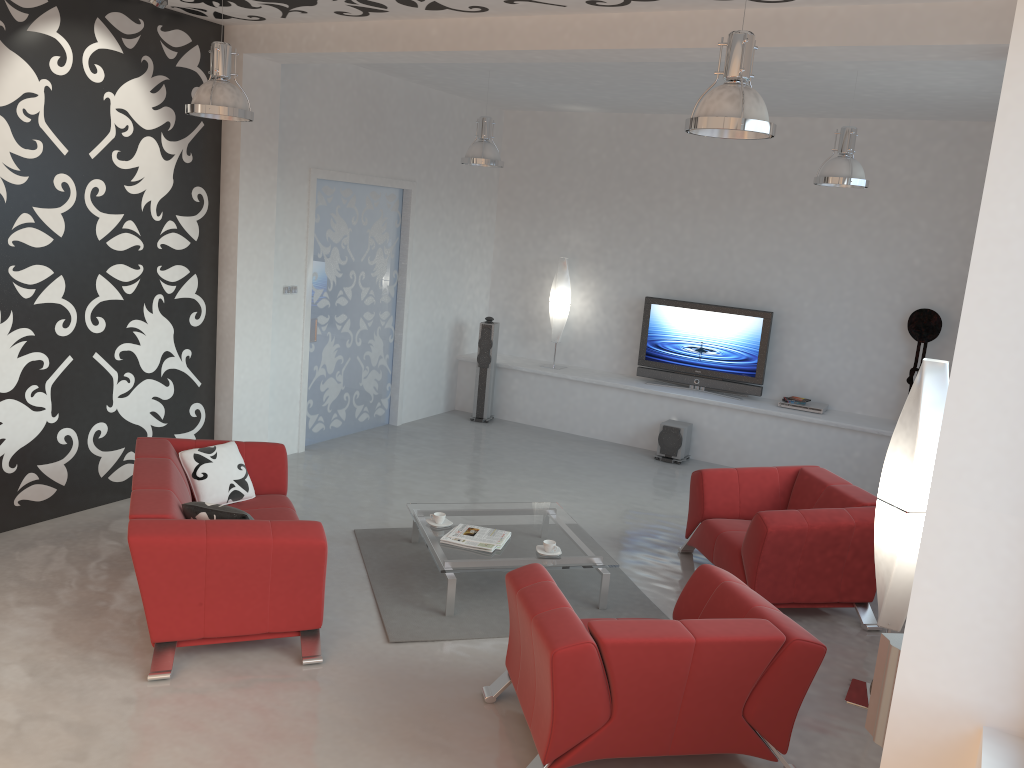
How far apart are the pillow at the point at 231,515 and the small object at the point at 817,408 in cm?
600

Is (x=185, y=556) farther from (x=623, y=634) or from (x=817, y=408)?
(x=817, y=408)

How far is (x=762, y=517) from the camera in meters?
5.3

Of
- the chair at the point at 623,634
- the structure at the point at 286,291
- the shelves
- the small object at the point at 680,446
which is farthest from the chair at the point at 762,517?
the structure at the point at 286,291

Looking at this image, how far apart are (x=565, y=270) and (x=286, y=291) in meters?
3.4 m

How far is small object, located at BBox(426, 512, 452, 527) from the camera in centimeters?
570cm

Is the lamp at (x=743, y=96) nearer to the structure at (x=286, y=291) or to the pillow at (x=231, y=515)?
the pillow at (x=231, y=515)

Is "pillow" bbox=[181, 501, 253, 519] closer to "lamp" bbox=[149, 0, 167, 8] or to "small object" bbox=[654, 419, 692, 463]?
"lamp" bbox=[149, 0, 167, 8]

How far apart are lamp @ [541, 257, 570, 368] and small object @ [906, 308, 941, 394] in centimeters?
352cm

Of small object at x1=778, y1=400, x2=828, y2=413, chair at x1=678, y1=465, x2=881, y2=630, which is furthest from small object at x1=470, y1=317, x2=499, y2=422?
chair at x1=678, y1=465, x2=881, y2=630
